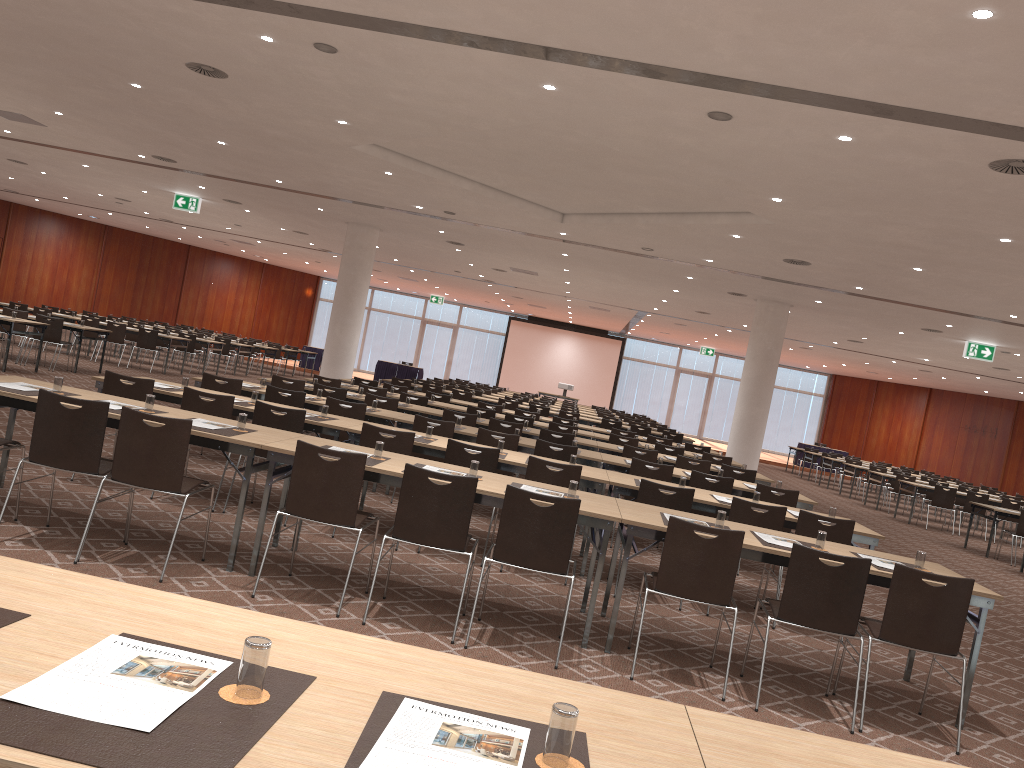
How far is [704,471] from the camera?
10.99m

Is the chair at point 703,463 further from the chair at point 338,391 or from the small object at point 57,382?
the small object at point 57,382

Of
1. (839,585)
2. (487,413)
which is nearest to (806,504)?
(839,585)

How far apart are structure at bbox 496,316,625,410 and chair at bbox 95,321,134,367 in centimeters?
2104cm

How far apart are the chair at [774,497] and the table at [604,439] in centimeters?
442cm

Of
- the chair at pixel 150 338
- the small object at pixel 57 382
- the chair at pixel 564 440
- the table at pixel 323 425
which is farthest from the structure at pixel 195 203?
the small object at pixel 57 382

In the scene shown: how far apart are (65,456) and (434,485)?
2.23m

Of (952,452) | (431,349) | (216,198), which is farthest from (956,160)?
(431,349)

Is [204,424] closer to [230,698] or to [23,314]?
[230,698]

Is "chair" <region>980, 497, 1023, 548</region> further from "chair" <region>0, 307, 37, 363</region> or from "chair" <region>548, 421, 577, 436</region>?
"chair" <region>0, 307, 37, 363</region>
